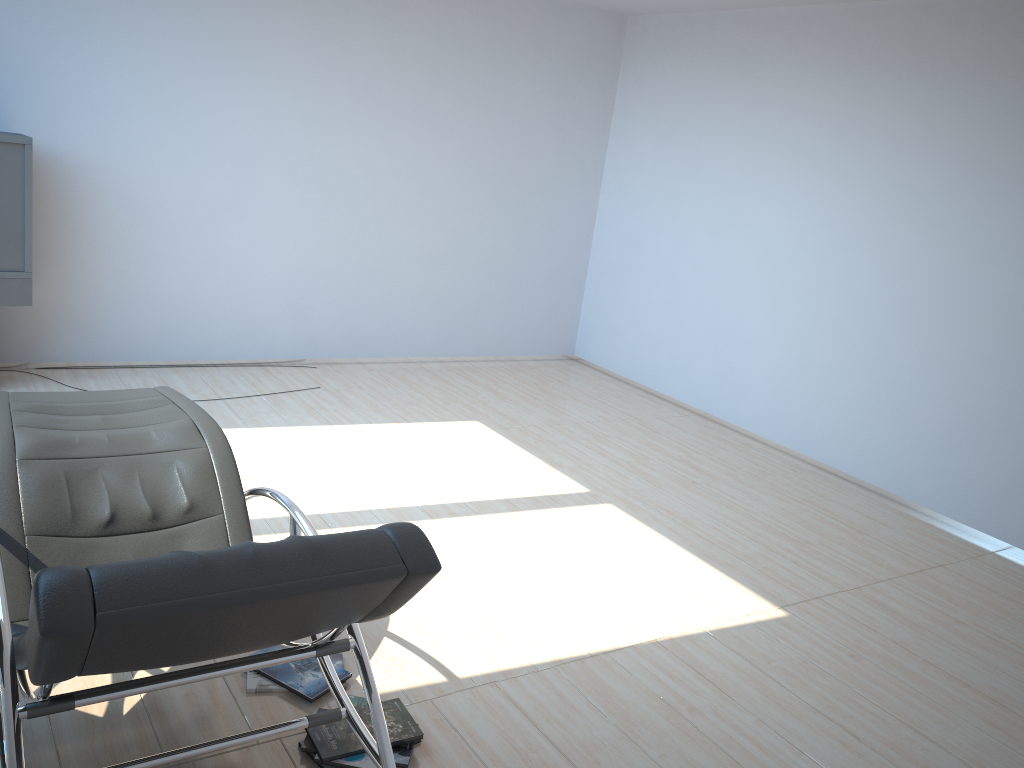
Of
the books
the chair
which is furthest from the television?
the books

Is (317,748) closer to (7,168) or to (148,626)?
(148,626)

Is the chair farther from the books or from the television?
the television

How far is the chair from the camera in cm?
153

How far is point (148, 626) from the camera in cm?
153

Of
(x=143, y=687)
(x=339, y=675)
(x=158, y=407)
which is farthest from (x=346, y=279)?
(x=143, y=687)

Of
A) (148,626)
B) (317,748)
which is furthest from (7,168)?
(148,626)

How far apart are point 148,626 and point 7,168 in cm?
430

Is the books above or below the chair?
below

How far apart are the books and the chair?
0.3 meters
